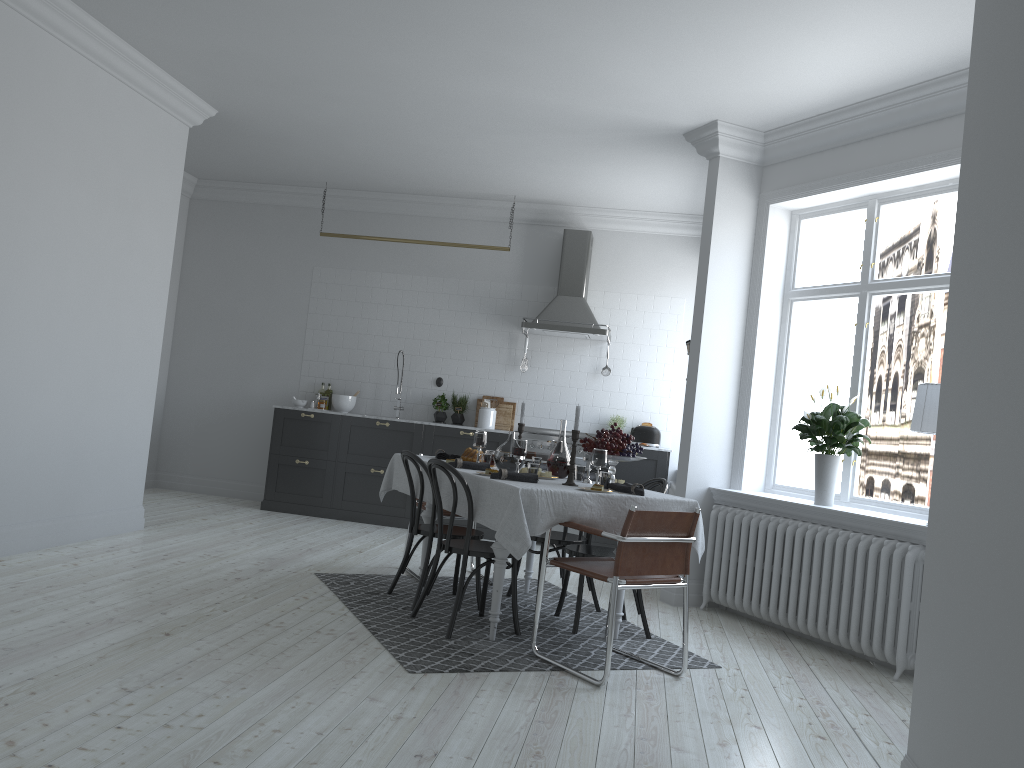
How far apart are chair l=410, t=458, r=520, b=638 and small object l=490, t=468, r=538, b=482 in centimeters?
18cm

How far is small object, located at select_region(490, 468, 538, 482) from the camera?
4.6 meters

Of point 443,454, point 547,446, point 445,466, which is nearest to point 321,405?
point 547,446

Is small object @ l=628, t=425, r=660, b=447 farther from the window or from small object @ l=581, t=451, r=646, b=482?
small object @ l=581, t=451, r=646, b=482

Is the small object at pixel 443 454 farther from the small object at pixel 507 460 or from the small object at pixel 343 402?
the small object at pixel 343 402

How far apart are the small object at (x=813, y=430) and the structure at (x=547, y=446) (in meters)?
2.87

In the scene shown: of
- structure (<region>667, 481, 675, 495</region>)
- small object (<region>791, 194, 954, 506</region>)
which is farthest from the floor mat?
structure (<region>667, 481, 675, 495</region>)

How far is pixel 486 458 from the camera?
5.3m

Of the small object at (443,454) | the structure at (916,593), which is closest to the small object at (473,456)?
the small object at (443,454)

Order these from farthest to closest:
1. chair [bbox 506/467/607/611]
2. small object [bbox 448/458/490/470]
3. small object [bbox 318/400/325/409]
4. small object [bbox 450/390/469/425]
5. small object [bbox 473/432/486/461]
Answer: small object [bbox 318/400/325/409] < small object [bbox 450/390/469/425] < chair [bbox 506/467/607/611] < small object [bbox 473/432/486/461] < small object [bbox 448/458/490/470]
